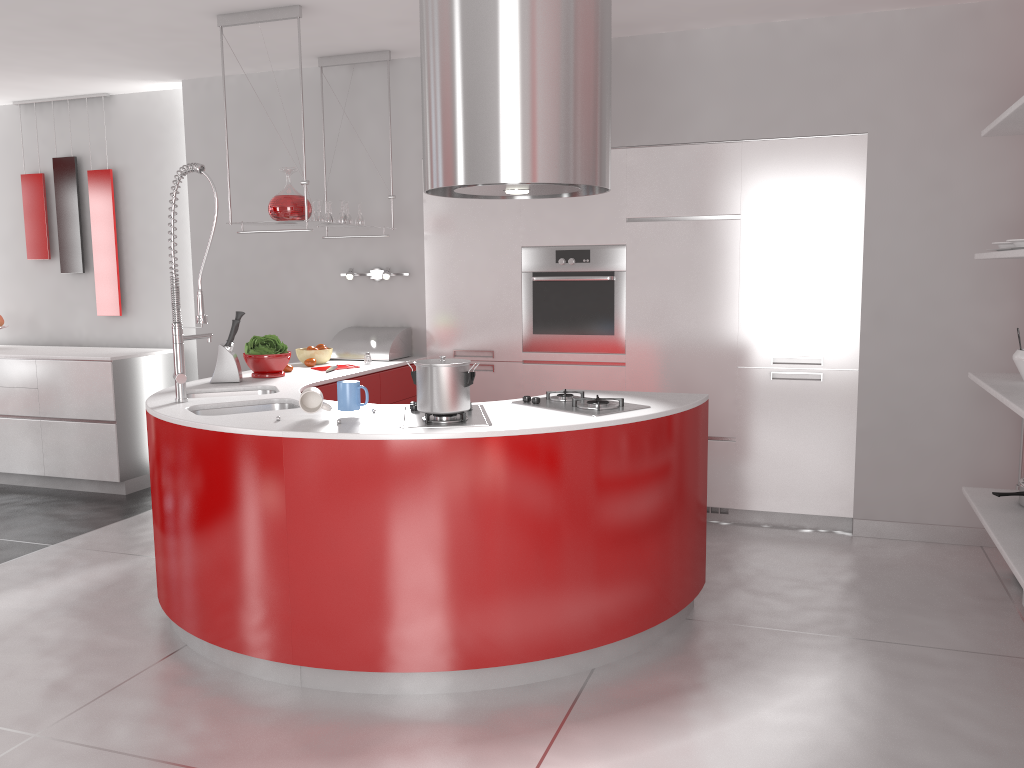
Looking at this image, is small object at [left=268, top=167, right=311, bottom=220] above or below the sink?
above

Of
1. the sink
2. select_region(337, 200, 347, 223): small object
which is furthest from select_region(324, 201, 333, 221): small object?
the sink

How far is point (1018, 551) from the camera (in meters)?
3.02

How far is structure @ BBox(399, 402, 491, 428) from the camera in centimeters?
291cm

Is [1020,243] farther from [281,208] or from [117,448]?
[117,448]

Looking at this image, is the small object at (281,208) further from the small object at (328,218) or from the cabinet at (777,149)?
the cabinet at (777,149)

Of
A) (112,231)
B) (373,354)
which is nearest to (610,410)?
(373,354)

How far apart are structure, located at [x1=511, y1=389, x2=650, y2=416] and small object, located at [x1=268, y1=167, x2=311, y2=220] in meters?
1.7 m

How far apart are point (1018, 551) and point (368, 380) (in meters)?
2.99

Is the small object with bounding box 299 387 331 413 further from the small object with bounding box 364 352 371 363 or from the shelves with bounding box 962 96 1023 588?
the shelves with bounding box 962 96 1023 588
